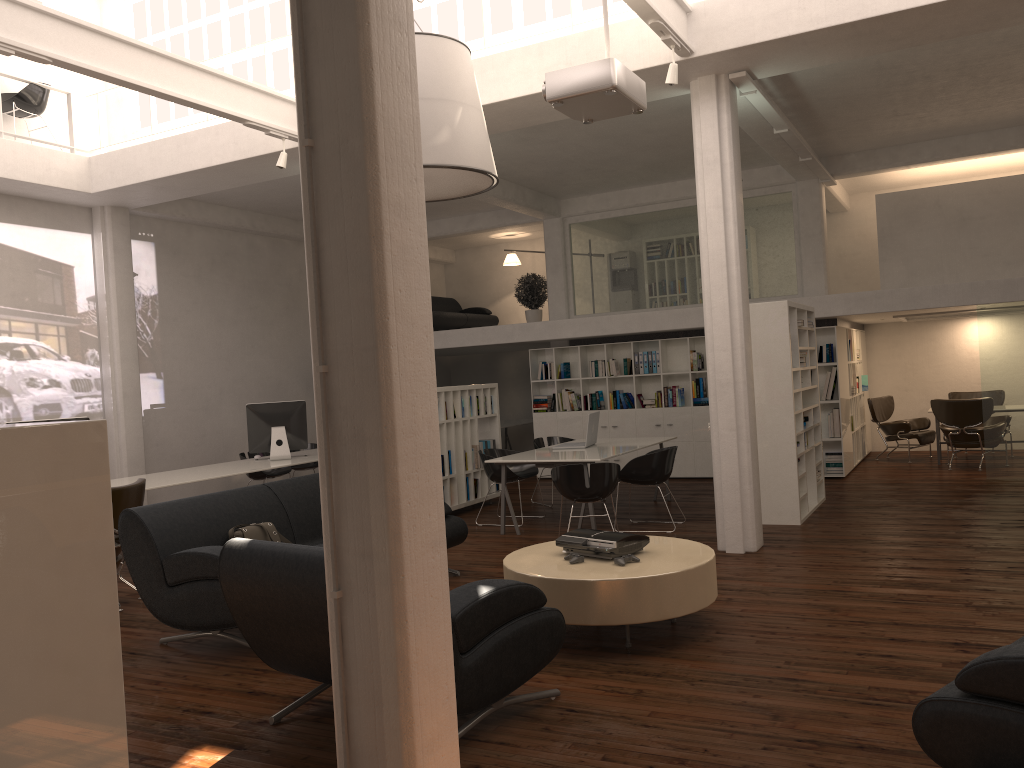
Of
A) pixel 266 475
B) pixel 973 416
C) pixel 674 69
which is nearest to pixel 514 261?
pixel 266 475

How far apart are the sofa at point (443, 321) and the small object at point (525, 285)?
2.1m

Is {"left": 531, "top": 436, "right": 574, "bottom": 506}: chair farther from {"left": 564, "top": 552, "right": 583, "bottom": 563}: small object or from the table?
{"left": 564, "top": 552, "right": 583, "bottom": 563}: small object

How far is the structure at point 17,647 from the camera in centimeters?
306cm

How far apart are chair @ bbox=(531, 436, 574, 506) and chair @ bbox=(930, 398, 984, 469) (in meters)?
6.35

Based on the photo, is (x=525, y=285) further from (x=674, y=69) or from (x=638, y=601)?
A: (x=638, y=601)

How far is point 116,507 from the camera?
8.3m

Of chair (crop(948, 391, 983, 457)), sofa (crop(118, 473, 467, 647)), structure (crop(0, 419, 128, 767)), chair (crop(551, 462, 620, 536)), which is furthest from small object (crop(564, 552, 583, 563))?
chair (crop(948, 391, 983, 457))

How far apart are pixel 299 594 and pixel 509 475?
7.20m

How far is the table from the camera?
6.04m
